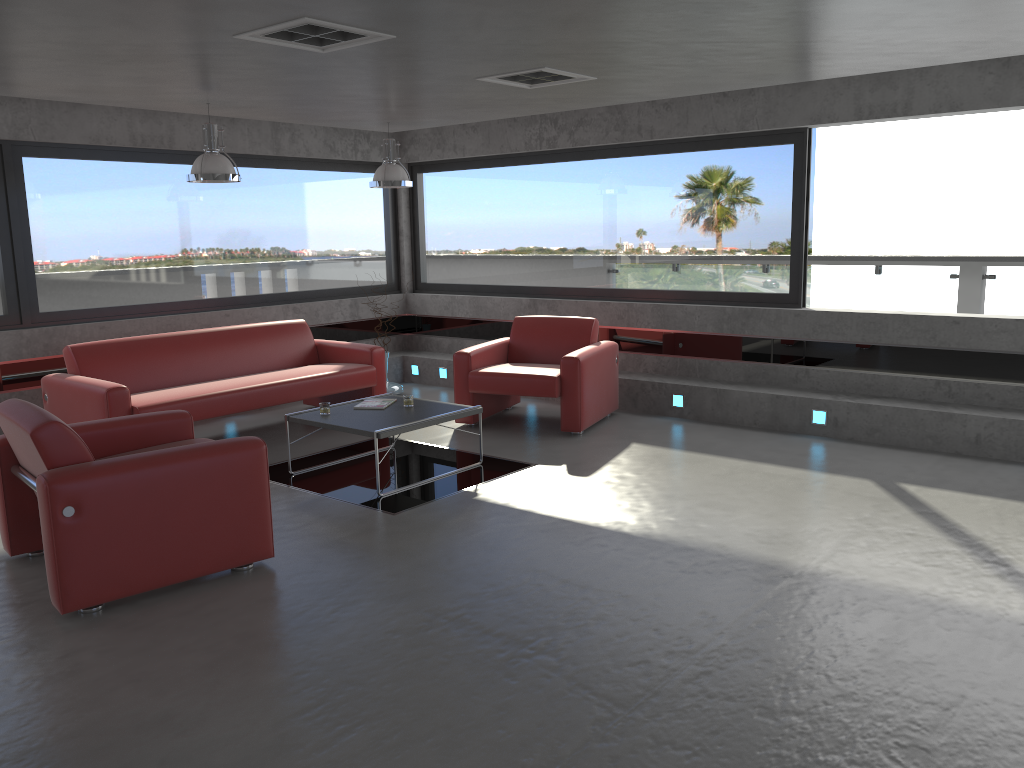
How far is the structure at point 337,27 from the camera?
4.22m

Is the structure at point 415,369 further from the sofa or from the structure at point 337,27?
the structure at point 337,27

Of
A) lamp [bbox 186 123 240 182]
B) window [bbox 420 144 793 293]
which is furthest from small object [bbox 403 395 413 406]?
window [bbox 420 144 793 293]

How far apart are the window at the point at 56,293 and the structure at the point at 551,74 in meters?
3.9 m

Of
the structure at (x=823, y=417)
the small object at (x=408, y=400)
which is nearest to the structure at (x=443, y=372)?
the small object at (x=408, y=400)

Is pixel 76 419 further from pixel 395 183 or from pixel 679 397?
pixel 679 397

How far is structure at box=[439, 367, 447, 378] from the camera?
9.7m

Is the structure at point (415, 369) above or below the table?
below

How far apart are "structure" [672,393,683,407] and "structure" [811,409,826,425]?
1.2 meters

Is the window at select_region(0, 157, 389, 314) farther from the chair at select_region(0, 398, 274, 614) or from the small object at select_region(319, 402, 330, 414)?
the chair at select_region(0, 398, 274, 614)
